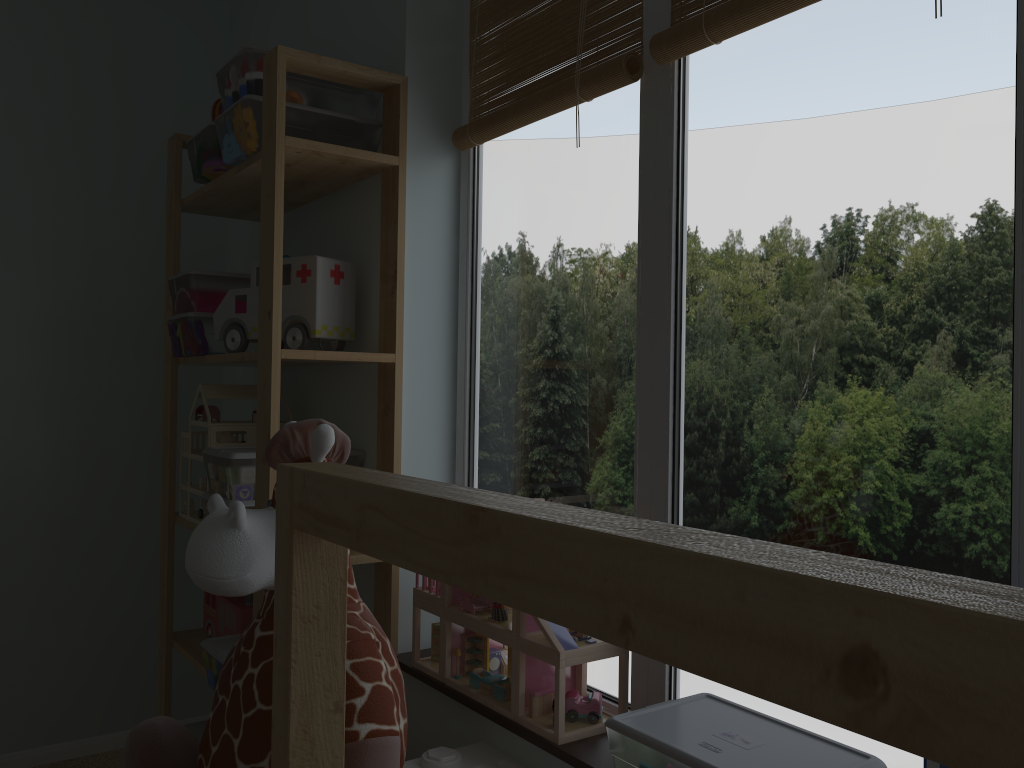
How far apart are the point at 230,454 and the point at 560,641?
0.76m

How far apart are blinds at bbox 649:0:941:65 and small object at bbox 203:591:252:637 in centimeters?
140cm

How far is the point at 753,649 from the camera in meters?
0.3

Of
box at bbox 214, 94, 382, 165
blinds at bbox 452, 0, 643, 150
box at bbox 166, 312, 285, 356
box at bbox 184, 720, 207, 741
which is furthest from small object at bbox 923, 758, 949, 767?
box at bbox 184, 720, 207, 741

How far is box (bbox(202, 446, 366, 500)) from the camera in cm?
171

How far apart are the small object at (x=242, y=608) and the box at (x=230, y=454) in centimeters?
29cm

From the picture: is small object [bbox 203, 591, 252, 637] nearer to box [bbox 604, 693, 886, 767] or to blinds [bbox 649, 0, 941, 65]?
box [bbox 604, 693, 886, 767]

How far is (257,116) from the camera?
1.7m

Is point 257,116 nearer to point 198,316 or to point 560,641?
point 198,316

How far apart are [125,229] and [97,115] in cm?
32
